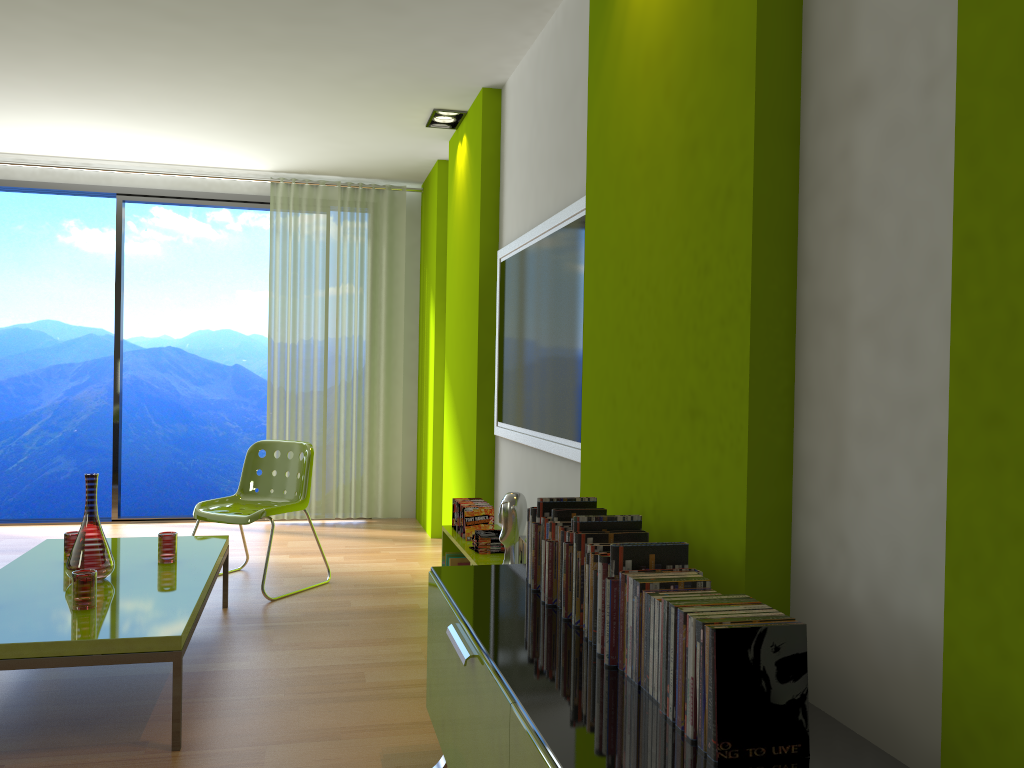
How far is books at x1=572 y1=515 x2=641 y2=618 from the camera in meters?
2.0

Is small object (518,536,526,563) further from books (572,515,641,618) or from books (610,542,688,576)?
books (610,542,688,576)

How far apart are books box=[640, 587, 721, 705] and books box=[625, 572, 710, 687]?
0.0m

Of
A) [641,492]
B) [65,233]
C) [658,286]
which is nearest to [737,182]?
[658,286]

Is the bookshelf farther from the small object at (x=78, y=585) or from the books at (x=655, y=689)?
the books at (x=655, y=689)

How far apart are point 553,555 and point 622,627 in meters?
0.5

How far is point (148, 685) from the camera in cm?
320

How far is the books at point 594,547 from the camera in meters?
1.9 m

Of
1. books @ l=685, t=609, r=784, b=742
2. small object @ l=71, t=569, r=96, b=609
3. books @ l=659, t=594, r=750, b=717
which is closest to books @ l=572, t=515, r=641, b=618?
books @ l=659, t=594, r=750, b=717

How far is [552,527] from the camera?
2.2 meters
